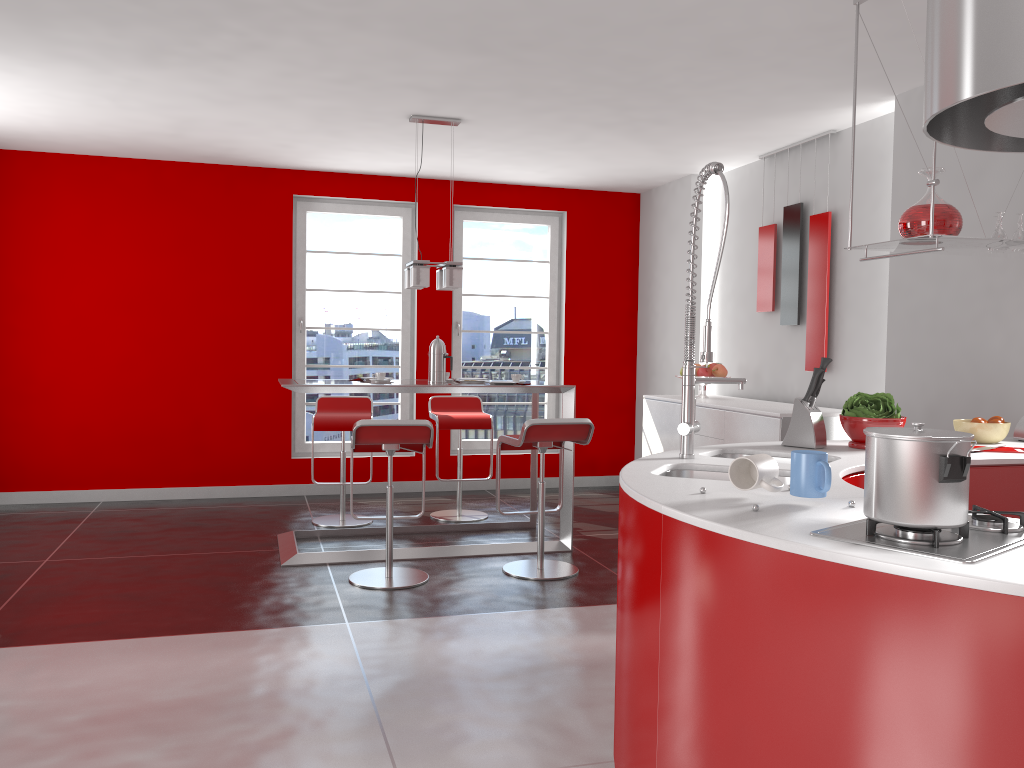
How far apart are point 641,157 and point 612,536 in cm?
271

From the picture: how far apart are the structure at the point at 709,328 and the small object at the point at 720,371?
3.5m

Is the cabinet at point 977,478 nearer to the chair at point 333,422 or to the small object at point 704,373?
the small object at point 704,373

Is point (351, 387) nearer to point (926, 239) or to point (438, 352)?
point (438, 352)

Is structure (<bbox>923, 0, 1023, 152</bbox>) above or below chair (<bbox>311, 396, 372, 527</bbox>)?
A: above

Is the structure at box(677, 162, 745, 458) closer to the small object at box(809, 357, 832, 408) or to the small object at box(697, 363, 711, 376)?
the small object at box(809, 357, 832, 408)

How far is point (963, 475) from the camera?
1.57m

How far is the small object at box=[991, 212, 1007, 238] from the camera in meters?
3.4 m

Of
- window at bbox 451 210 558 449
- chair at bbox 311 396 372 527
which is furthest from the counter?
window at bbox 451 210 558 449

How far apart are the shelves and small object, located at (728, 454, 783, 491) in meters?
1.3 m
